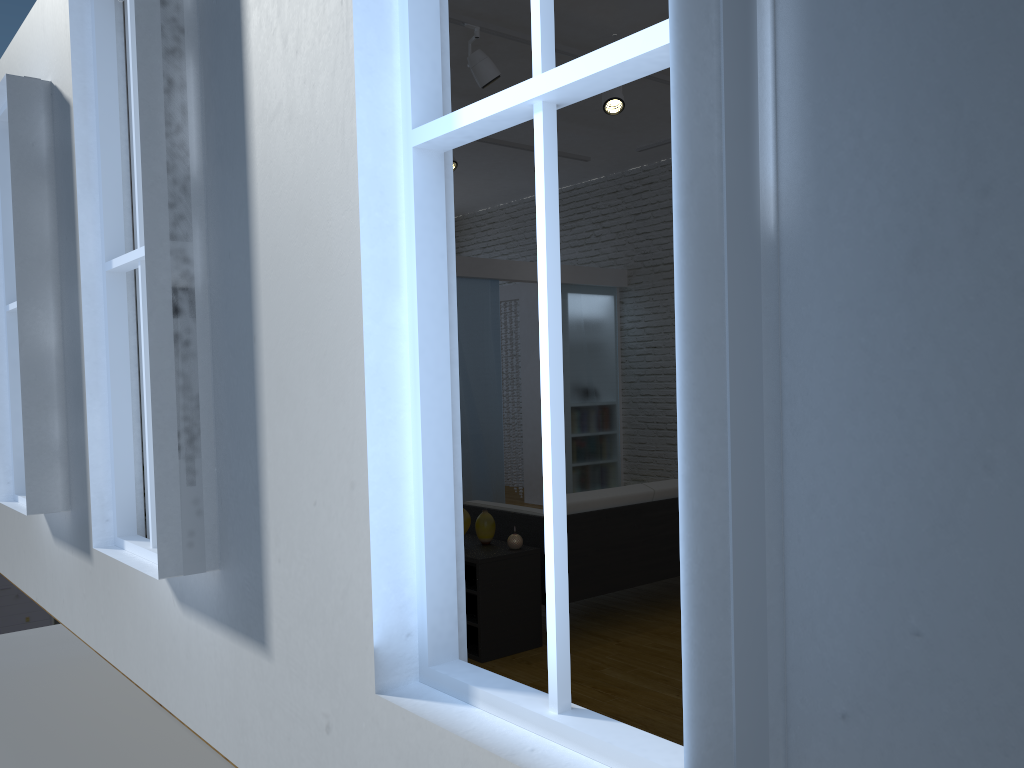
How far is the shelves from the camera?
3.8m

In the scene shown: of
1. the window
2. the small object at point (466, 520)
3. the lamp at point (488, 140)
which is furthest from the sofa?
the lamp at point (488, 140)

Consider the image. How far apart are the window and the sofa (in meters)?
2.35

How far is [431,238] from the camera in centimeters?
174cm

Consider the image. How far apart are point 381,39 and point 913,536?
1.30m

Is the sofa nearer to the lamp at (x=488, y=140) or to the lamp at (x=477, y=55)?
the lamp at (x=477, y=55)

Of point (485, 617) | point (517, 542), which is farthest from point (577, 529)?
point (485, 617)

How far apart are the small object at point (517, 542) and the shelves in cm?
3

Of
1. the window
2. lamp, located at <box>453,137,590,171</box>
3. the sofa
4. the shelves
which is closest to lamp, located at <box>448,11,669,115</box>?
lamp, located at <box>453,137,590,171</box>

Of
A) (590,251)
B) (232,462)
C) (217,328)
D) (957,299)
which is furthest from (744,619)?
(590,251)
